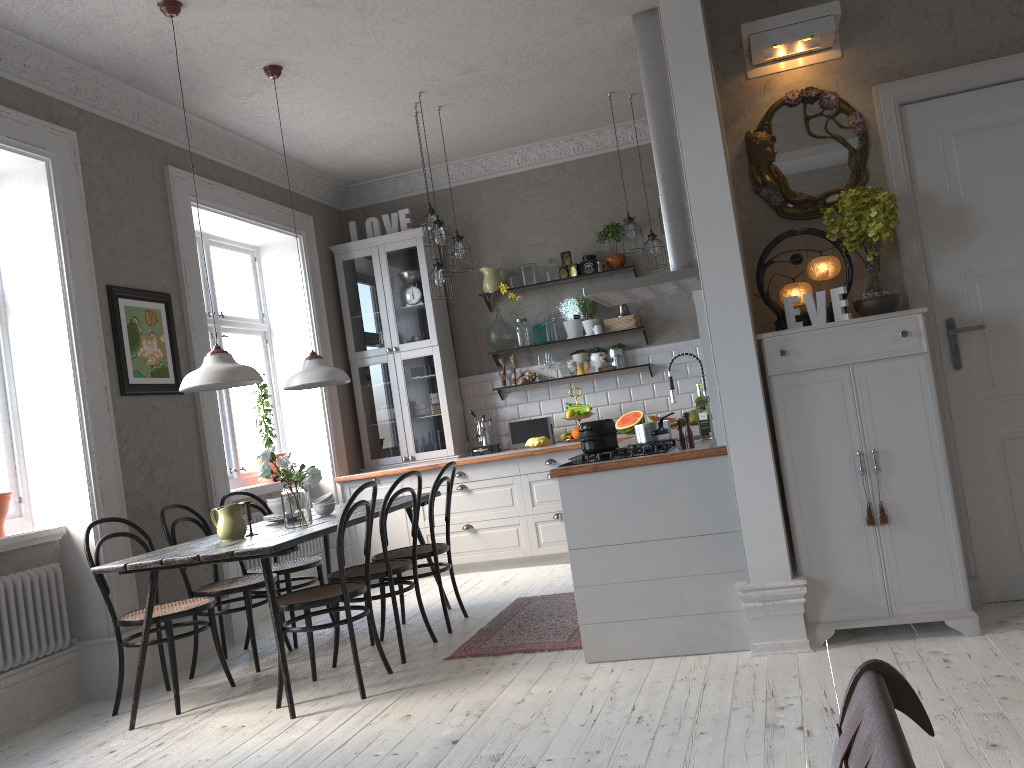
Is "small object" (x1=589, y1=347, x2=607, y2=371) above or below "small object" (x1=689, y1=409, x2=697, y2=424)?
above

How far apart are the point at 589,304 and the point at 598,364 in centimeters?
49cm

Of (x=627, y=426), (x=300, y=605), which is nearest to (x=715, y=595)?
(x=300, y=605)

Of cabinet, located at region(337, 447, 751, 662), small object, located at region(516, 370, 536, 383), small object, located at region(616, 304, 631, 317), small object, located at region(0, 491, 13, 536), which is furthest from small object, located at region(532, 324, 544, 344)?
small object, located at region(0, 491, 13, 536)

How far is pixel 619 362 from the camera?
7.0 meters

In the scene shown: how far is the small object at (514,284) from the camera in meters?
7.3 m

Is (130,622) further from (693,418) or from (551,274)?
(551,274)

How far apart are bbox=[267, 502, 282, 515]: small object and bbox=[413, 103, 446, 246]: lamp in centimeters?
216cm

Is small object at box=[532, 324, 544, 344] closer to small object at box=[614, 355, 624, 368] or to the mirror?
small object at box=[614, 355, 624, 368]

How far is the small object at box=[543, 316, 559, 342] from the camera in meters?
7.1
